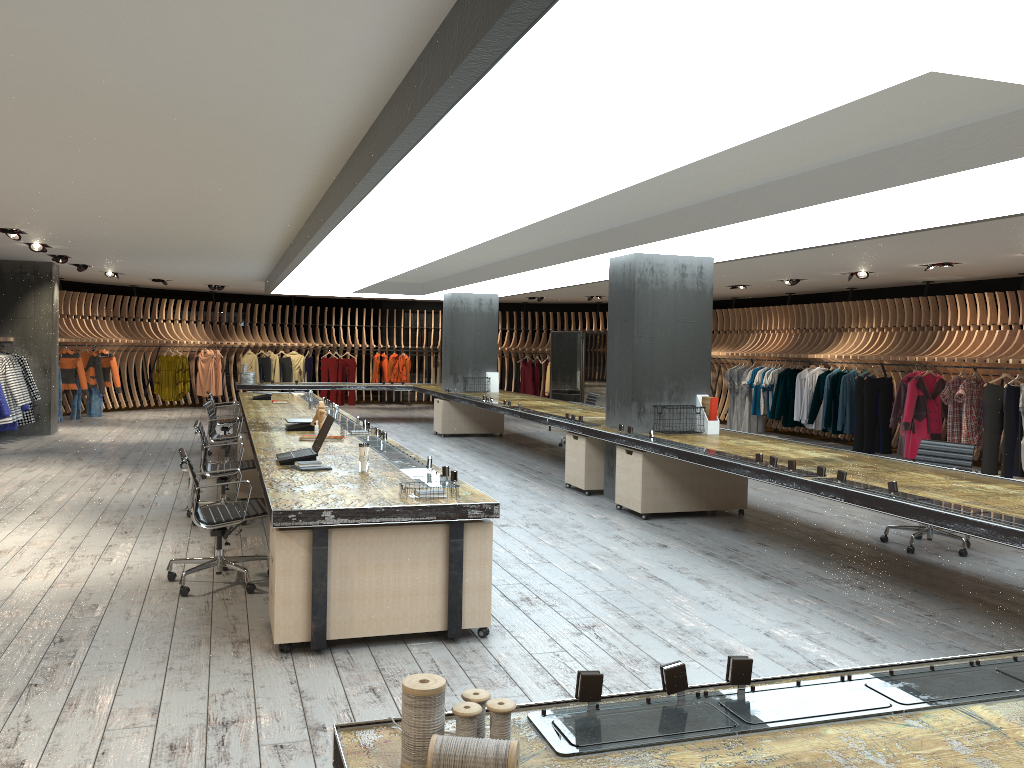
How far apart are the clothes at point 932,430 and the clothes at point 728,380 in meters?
4.9 m

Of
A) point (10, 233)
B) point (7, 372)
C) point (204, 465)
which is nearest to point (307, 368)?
point (7, 372)

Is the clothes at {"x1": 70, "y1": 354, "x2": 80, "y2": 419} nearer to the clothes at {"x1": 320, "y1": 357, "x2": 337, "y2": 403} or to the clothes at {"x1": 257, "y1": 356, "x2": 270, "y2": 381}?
the clothes at {"x1": 257, "y1": 356, "x2": 270, "y2": 381}

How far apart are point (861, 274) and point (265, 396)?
8.8m

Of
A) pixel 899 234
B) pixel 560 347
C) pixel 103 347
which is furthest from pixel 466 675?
pixel 103 347

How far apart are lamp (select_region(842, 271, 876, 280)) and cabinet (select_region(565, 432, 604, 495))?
5.73m

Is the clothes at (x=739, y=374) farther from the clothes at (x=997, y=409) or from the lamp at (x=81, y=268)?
the lamp at (x=81, y=268)

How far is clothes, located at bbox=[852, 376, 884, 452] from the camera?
14.3m

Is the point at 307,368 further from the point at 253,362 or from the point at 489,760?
the point at 489,760

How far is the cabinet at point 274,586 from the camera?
4.5 meters
